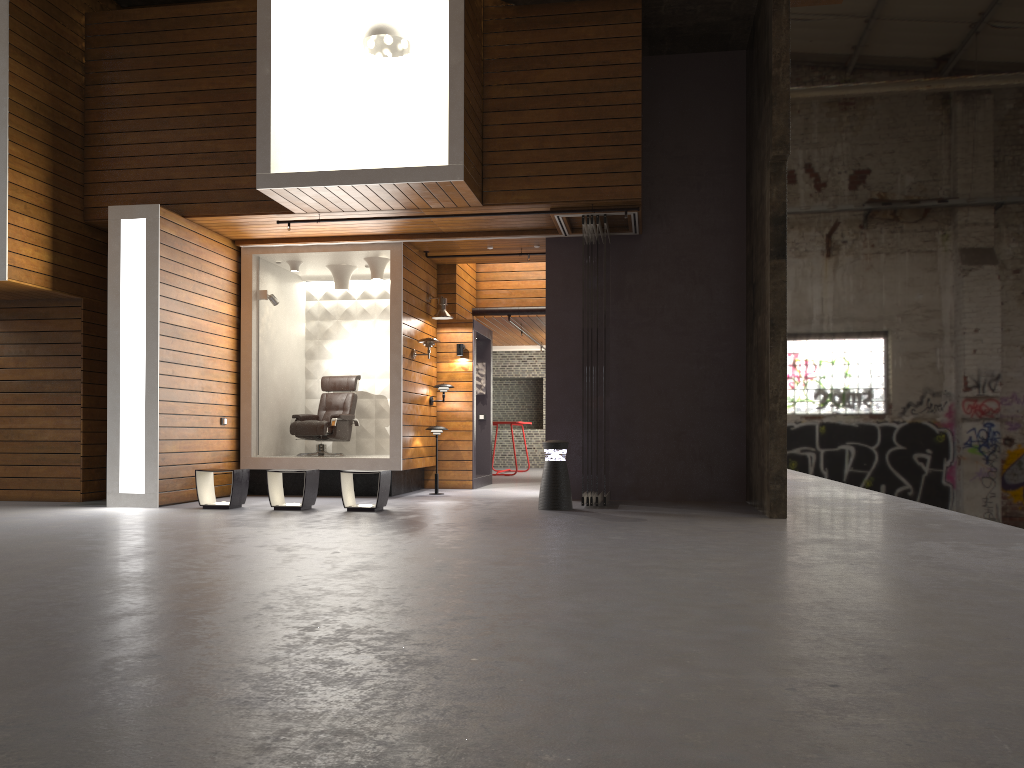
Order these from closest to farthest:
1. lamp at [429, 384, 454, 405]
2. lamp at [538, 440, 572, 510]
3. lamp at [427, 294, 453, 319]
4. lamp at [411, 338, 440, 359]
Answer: lamp at [538, 440, 572, 510]
lamp at [411, 338, 440, 359]
lamp at [427, 294, 453, 319]
lamp at [429, 384, 454, 405]

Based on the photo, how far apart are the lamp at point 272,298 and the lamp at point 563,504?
4.19m

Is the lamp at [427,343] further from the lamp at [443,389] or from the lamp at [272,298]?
the lamp at [272,298]

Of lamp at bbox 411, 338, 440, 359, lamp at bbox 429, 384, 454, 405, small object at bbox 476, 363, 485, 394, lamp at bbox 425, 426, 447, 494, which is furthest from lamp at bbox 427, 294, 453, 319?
small object at bbox 476, 363, 485, 394

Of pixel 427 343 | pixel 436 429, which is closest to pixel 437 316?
pixel 427 343

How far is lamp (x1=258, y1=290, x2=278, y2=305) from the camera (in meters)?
10.86

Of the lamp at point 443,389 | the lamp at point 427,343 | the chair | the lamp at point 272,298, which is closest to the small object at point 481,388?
the lamp at point 443,389

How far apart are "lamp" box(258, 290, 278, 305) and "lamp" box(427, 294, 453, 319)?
2.0m

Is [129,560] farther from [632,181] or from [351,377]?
[351,377]

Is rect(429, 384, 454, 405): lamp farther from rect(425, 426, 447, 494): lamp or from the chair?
the chair
